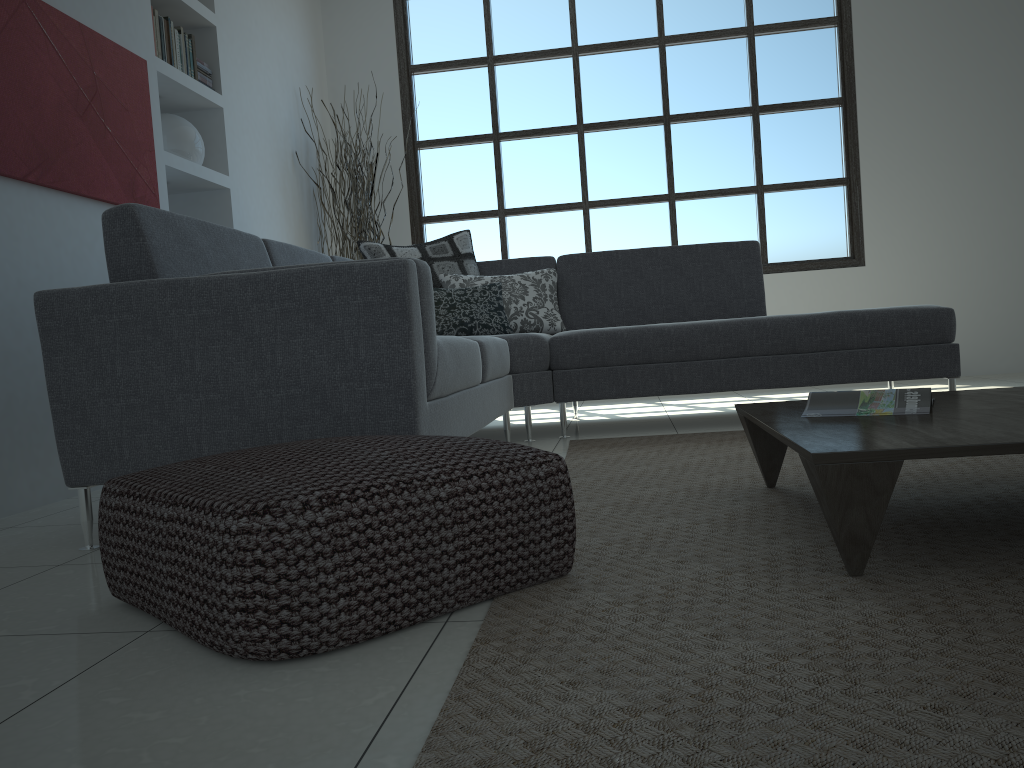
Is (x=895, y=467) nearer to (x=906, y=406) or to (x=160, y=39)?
(x=906, y=406)

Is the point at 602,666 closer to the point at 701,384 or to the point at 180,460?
the point at 180,460

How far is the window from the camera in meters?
6.0

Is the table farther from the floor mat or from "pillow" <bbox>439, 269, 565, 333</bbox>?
"pillow" <bbox>439, 269, 565, 333</bbox>

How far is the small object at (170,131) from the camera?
4.24m

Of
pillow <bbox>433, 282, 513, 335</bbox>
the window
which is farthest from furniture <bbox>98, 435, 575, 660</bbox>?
the window

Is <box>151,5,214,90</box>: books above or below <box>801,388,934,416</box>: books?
above

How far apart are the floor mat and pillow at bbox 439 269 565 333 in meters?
0.9

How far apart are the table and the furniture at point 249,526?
0.4m

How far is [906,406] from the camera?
1.9 meters
